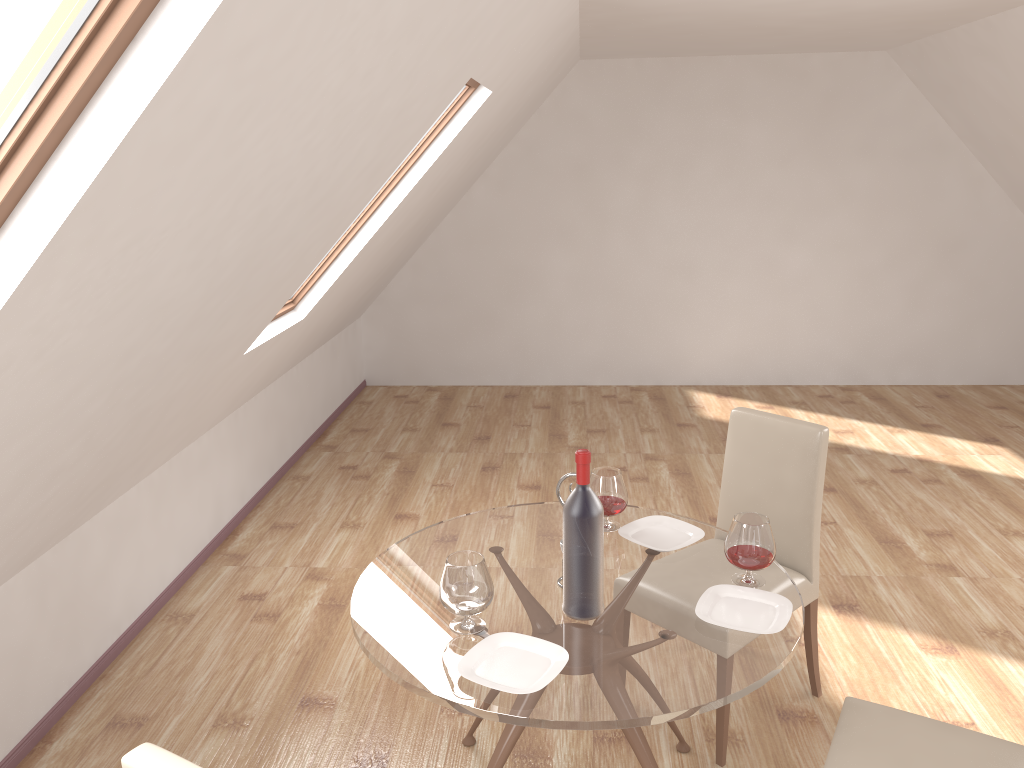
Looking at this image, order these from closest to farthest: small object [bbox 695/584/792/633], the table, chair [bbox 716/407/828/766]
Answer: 1. the table
2. small object [bbox 695/584/792/633]
3. chair [bbox 716/407/828/766]

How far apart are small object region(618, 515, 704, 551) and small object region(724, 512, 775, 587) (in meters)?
0.22

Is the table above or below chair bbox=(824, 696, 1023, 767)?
above

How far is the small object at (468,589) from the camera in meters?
2.1

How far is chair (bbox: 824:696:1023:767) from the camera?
2.08m

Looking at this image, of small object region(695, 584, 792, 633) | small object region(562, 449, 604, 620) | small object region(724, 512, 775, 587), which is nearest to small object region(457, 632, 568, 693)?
small object region(562, 449, 604, 620)

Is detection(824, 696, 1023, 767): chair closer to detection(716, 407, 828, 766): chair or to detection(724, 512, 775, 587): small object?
detection(724, 512, 775, 587): small object

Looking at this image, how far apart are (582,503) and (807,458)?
1.2 meters

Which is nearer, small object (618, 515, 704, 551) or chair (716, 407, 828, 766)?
small object (618, 515, 704, 551)

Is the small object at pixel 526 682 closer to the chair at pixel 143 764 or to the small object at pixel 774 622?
the small object at pixel 774 622
